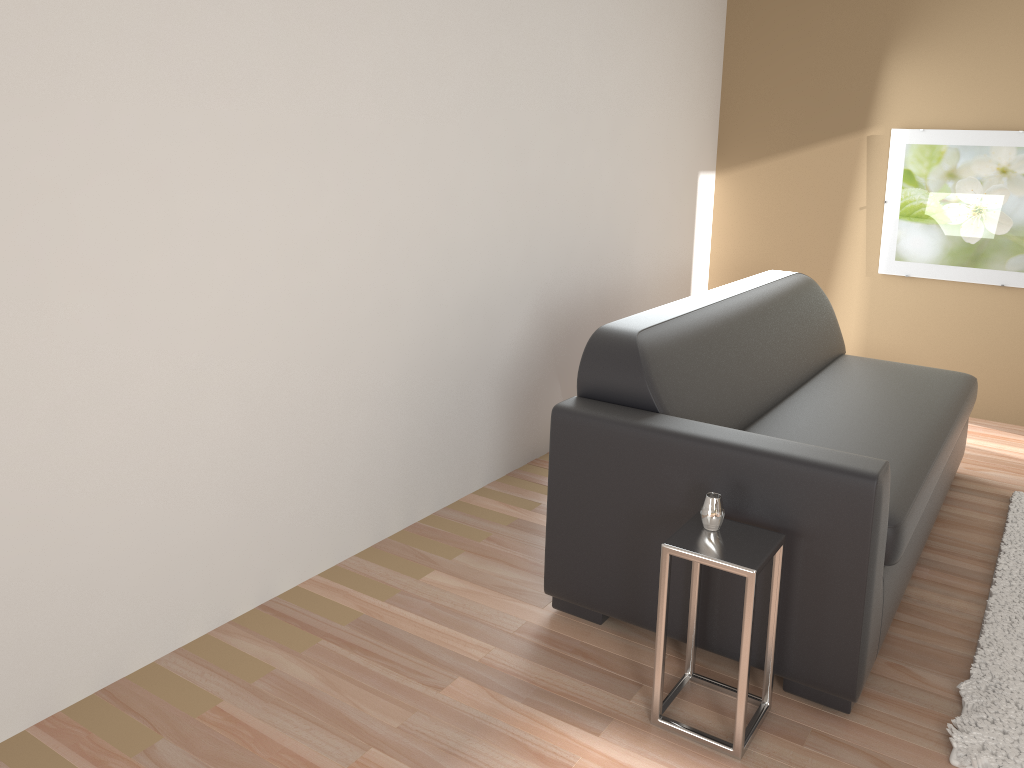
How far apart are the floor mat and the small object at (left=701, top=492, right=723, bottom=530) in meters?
0.8 m

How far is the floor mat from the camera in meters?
2.2

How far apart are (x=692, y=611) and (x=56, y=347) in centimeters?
174cm

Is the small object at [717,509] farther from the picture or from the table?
the picture

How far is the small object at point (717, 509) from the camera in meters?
2.2 m

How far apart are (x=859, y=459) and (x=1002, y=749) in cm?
78

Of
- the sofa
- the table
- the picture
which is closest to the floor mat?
the sofa

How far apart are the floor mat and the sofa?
0.2 meters

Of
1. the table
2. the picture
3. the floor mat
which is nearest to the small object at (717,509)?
the table

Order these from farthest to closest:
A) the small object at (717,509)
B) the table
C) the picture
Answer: the picture
the small object at (717,509)
the table
